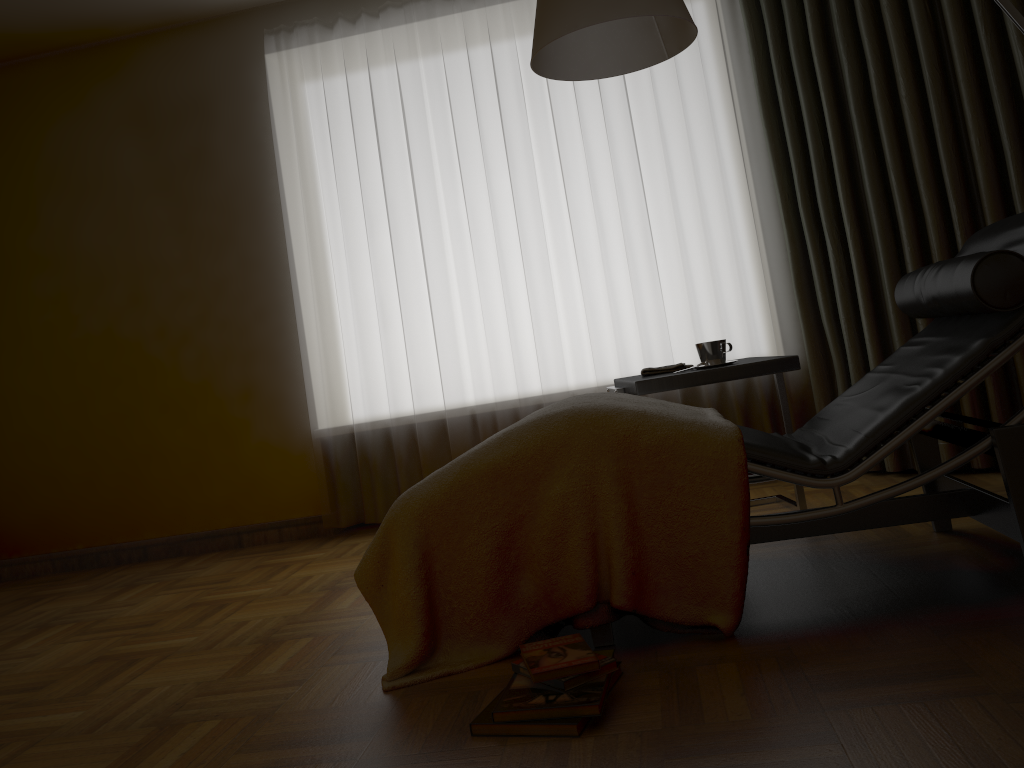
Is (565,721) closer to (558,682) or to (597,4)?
(558,682)

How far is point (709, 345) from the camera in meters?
2.7 m

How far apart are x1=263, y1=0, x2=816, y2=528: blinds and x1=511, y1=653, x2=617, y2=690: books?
2.09m

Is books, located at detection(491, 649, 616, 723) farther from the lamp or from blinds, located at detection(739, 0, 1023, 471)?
blinds, located at detection(739, 0, 1023, 471)

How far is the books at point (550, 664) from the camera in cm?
164

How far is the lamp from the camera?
2.11m

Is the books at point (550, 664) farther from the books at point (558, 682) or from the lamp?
the lamp

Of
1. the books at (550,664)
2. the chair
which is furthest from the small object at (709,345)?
the books at (550,664)

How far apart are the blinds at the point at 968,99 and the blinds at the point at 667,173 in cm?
10

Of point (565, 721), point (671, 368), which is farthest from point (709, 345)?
Answer: point (565, 721)
